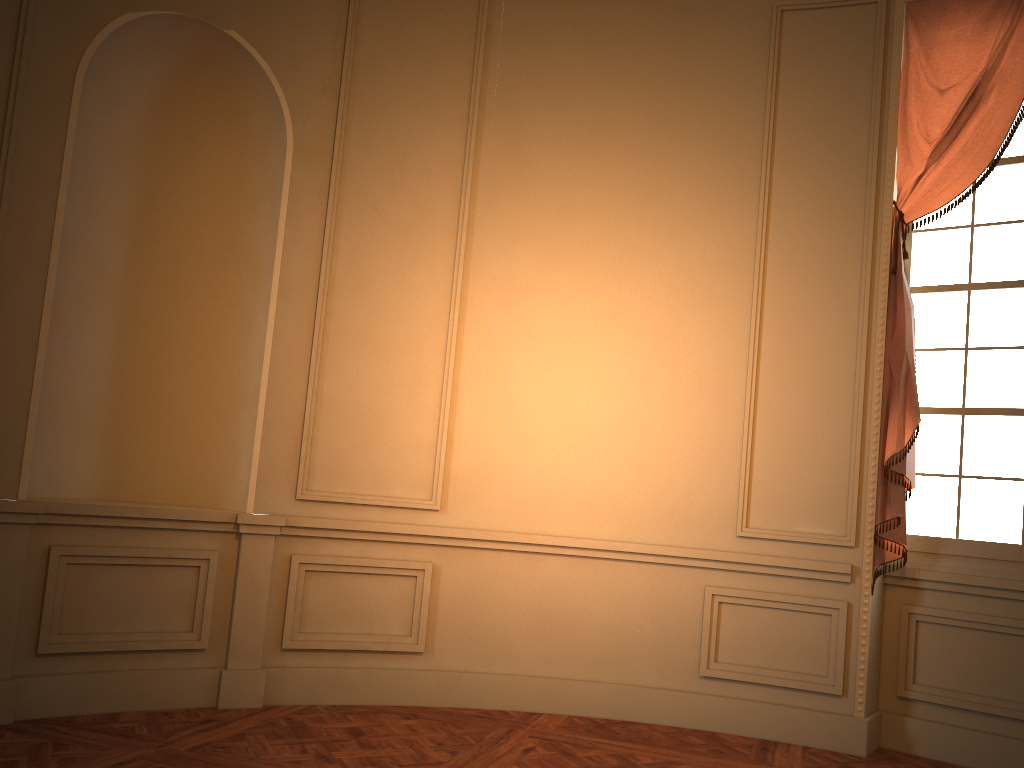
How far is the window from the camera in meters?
4.2 m

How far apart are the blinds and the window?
0.1 meters

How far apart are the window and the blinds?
0.13m

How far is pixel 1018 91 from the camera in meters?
4.2 m

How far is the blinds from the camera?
4.2m

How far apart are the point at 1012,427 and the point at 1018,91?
1.59m

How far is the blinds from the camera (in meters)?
4.18

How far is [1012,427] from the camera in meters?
4.2

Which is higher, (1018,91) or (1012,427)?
(1018,91)
